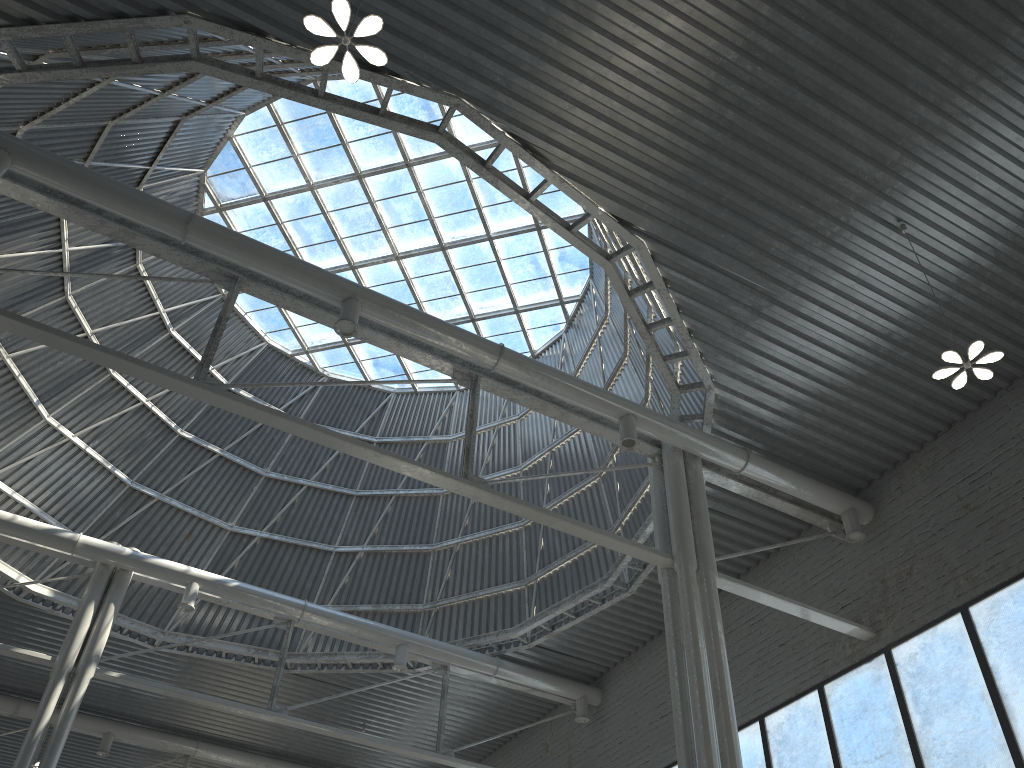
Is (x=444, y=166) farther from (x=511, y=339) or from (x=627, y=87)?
(x=627, y=87)

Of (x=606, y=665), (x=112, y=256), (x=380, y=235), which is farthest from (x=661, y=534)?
(x=112, y=256)
